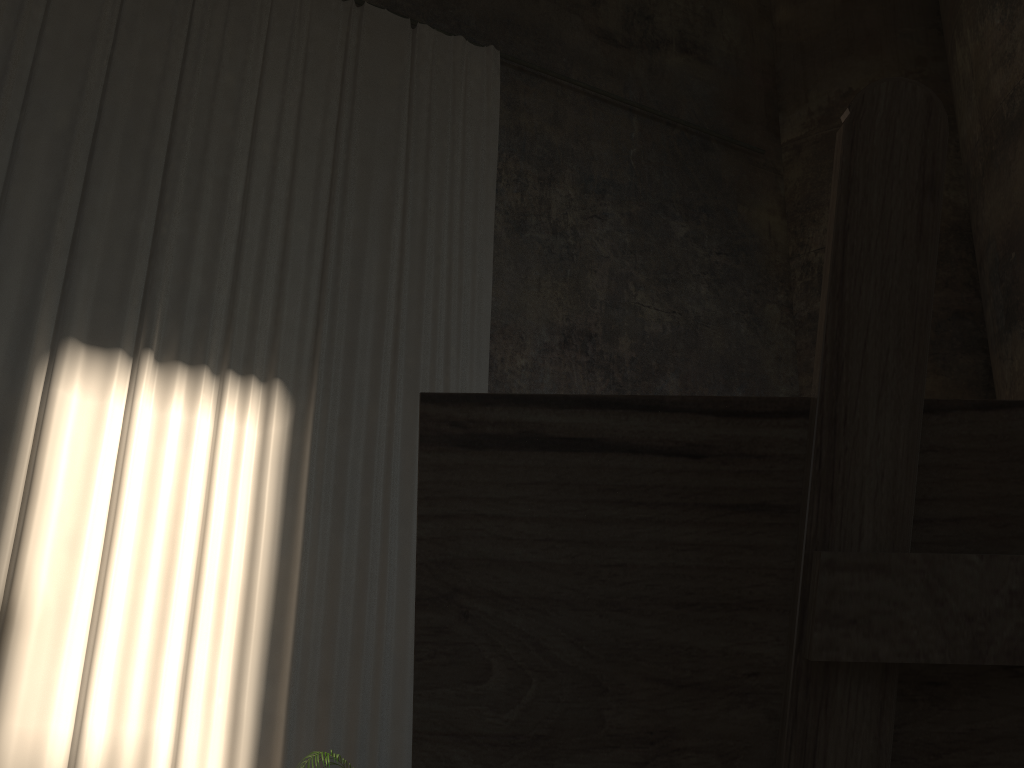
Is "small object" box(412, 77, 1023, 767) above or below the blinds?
below

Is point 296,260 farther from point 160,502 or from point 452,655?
point 452,655

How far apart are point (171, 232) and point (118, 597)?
3.04m

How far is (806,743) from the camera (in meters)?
0.37

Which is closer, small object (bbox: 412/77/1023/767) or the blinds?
small object (bbox: 412/77/1023/767)

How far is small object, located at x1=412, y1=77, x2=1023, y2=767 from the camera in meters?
0.4

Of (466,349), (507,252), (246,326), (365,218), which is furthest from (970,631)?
(507,252)

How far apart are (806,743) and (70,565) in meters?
6.9

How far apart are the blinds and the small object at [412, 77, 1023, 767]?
6.56m
